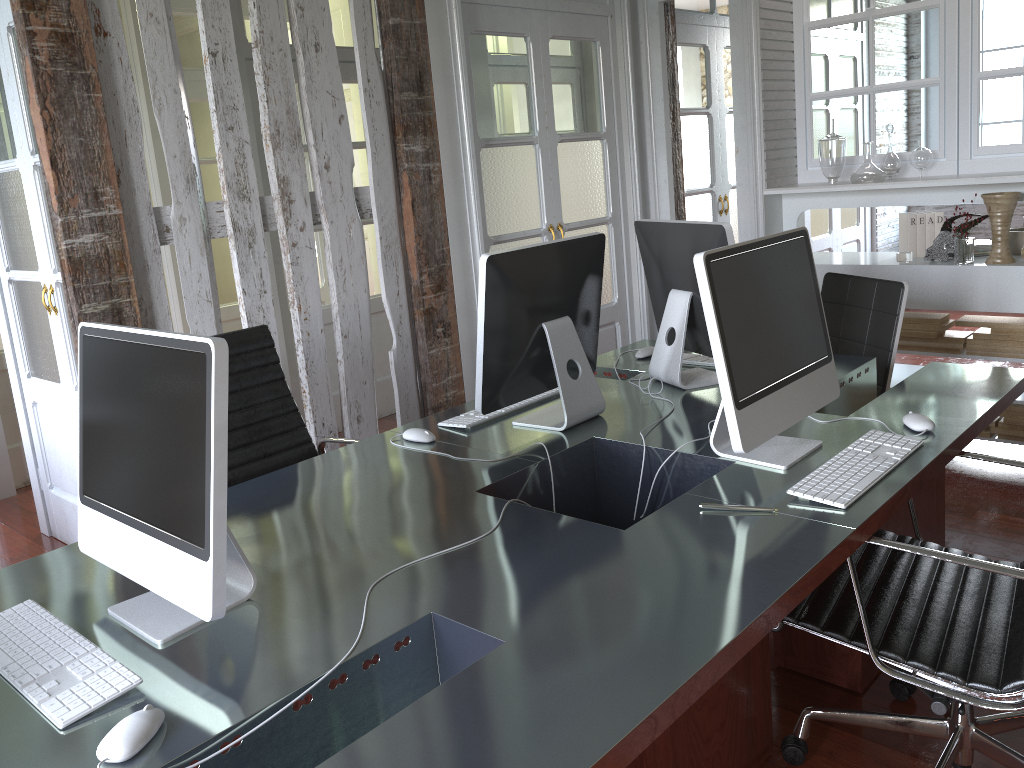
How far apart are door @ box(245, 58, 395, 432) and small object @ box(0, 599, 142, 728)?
3.3m

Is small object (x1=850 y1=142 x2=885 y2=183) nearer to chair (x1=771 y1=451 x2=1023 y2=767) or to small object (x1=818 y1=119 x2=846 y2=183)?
small object (x1=818 y1=119 x2=846 y2=183)

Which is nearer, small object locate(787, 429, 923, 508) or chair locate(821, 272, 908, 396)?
small object locate(787, 429, 923, 508)

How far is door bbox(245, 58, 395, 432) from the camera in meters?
4.7 m

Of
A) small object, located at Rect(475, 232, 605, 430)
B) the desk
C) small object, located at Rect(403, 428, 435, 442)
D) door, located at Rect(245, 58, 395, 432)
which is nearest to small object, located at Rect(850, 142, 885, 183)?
the desk

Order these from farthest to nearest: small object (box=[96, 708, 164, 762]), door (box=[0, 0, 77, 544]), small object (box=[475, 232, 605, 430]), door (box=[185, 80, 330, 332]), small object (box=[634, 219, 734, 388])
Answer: Result: door (box=[185, 80, 330, 332]), door (box=[0, 0, 77, 544]), small object (box=[634, 219, 734, 388]), small object (box=[475, 232, 605, 430]), small object (box=[96, 708, 164, 762])

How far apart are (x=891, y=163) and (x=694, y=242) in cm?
185

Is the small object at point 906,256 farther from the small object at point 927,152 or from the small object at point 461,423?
the small object at point 461,423

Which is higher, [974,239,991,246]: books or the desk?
[974,239,991,246]: books

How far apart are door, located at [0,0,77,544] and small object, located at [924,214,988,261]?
3.45m
